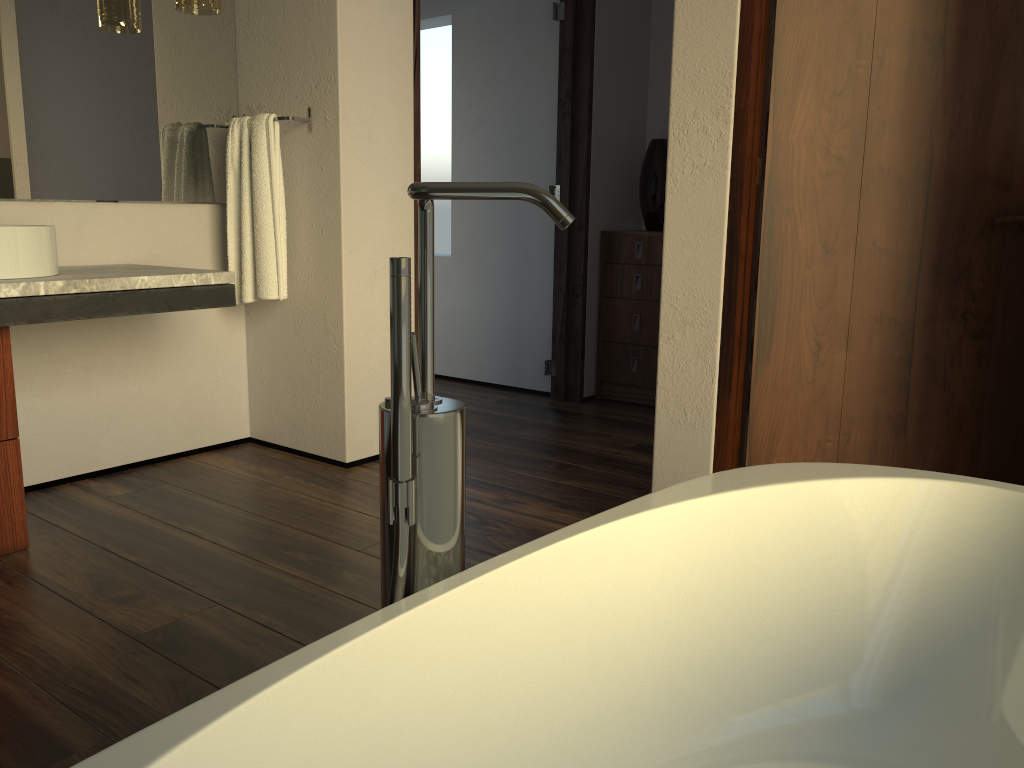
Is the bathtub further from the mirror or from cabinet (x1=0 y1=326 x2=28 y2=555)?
the mirror

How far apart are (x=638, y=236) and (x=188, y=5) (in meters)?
2.11

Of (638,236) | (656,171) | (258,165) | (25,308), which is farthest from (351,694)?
(656,171)

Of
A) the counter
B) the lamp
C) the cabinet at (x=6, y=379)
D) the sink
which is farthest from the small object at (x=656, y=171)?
the cabinet at (x=6, y=379)

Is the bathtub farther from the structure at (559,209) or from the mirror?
the mirror

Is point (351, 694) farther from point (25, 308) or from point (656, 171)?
point (656, 171)

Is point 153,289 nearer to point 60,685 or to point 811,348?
point 60,685

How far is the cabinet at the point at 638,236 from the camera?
4.0 meters

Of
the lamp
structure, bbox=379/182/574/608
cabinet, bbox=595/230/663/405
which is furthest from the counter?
cabinet, bbox=595/230/663/405

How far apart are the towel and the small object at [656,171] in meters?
1.8 m
